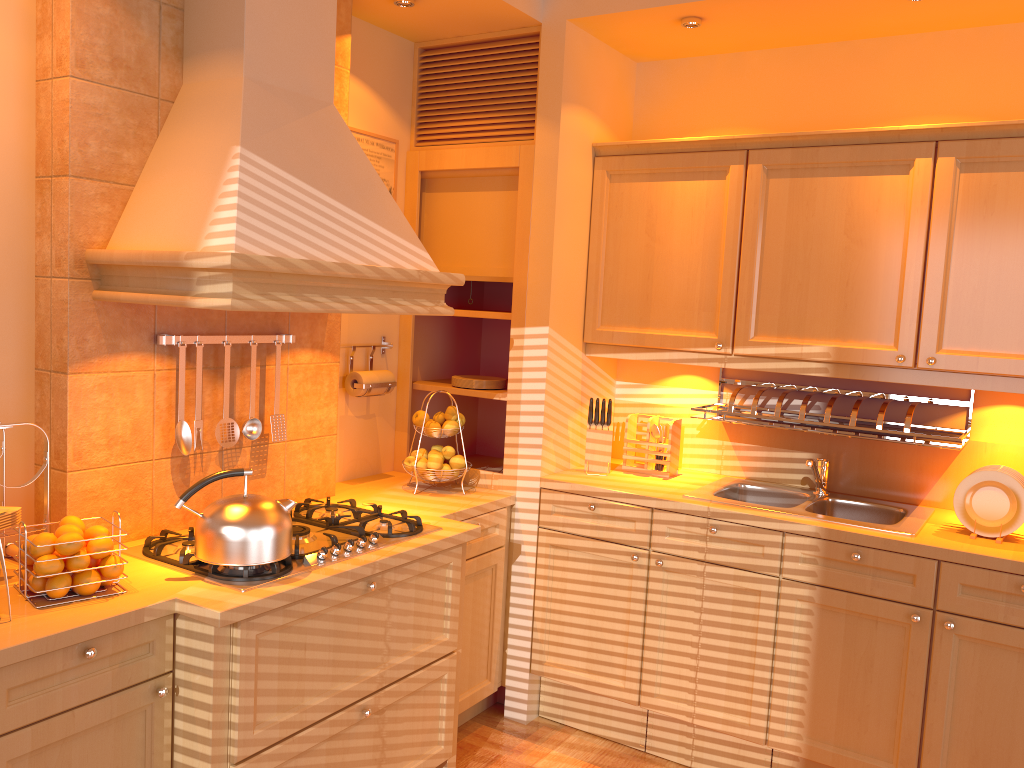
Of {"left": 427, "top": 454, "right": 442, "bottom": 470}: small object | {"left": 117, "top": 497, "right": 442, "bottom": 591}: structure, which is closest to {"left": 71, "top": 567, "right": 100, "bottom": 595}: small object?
{"left": 117, "top": 497, "right": 442, "bottom": 591}: structure

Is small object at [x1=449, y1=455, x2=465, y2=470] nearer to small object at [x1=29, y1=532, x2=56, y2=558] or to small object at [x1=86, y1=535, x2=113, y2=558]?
small object at [x1=86, y1=535, x2=113, y2=558]

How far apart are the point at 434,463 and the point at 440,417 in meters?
0.2

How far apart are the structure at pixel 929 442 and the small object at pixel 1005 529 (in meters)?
0.12

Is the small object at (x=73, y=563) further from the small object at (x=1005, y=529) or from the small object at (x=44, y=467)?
the small object at (x=1005, y=529)

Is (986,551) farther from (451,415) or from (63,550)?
(63,550)

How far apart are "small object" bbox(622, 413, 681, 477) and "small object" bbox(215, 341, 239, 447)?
1.5 meters

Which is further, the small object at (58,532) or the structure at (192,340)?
the structure at (192,340)

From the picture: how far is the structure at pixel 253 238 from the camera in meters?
2.1 m

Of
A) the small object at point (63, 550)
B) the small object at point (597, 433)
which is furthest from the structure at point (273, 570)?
the small object at point (597, 433)
